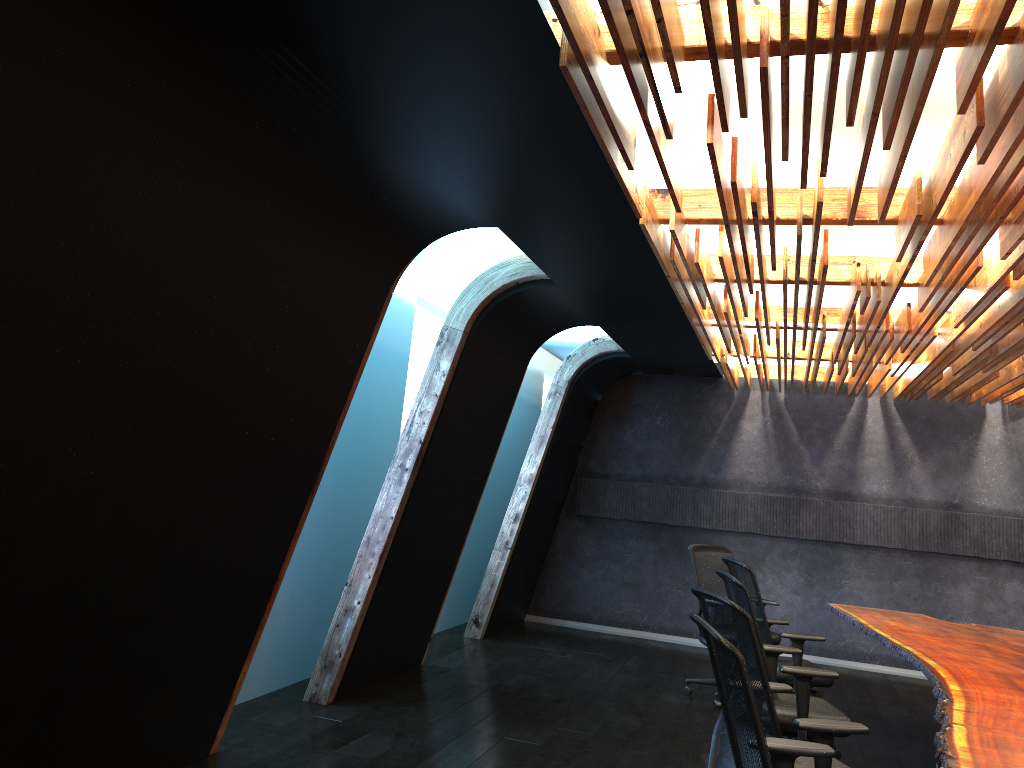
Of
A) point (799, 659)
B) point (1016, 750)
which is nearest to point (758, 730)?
point (1016, 750)

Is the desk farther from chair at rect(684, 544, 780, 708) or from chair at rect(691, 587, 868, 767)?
chair at rect(684, 544, 780, 708)

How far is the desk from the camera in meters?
3.4

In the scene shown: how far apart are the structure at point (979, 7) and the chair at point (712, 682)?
1.8 meters

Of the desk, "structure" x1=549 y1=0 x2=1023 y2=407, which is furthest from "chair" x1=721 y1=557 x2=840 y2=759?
"structure" x1=549 y1=0 x2=1023 y2=407

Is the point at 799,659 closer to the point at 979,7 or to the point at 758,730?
the point at 758,730

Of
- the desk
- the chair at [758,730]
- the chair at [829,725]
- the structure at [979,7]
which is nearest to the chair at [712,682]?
the desk

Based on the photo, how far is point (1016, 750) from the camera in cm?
343

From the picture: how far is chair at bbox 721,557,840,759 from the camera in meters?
6.0 m

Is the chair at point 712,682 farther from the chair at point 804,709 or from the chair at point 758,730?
the chair at point 758,730
